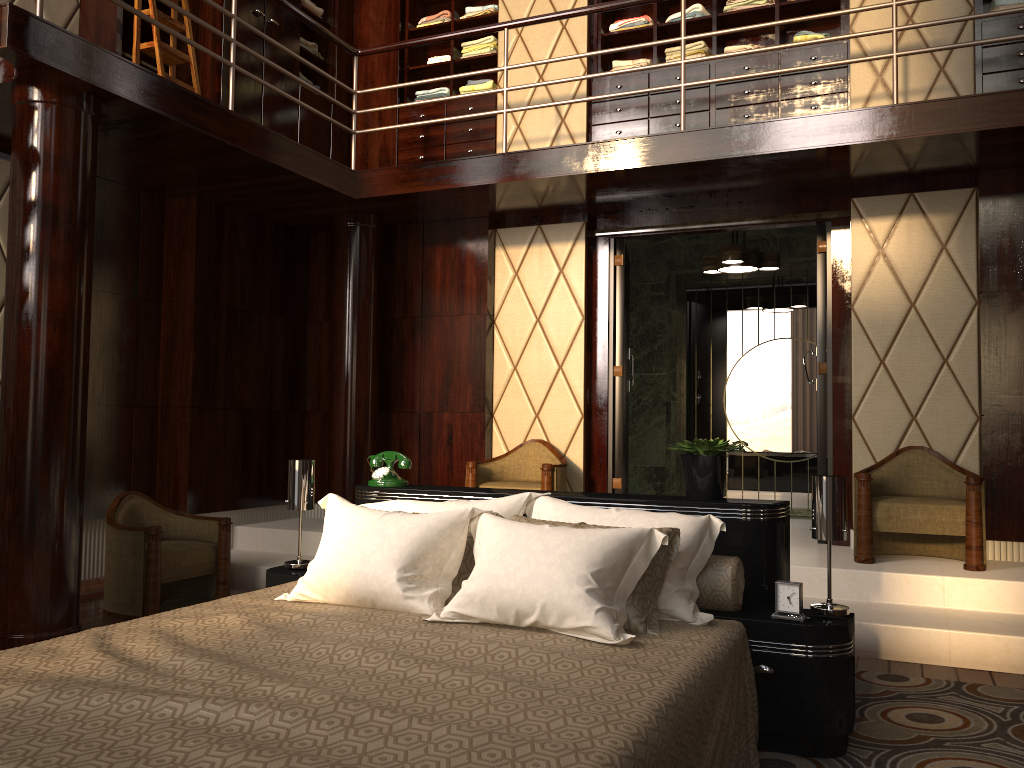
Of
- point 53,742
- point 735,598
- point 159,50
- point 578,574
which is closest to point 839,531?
point 735,598

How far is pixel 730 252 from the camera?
5.6 meters

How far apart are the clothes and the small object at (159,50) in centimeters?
115cm

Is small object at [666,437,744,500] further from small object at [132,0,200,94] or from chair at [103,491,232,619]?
small object at [132,0,200,94]

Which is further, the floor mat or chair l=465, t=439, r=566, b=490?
chair l=465, t=439, r=566, b=490

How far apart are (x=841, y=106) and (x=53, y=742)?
4.76m

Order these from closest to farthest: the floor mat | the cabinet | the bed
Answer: the bed < the floor mat < the cabinet

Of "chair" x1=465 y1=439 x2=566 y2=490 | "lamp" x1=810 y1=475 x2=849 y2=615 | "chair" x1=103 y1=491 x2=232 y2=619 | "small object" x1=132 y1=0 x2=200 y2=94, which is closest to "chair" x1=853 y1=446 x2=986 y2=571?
"chair" x1=465 y1=439 x2=566 y2=490

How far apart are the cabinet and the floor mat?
3.1 meters

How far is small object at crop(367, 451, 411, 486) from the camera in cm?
329
